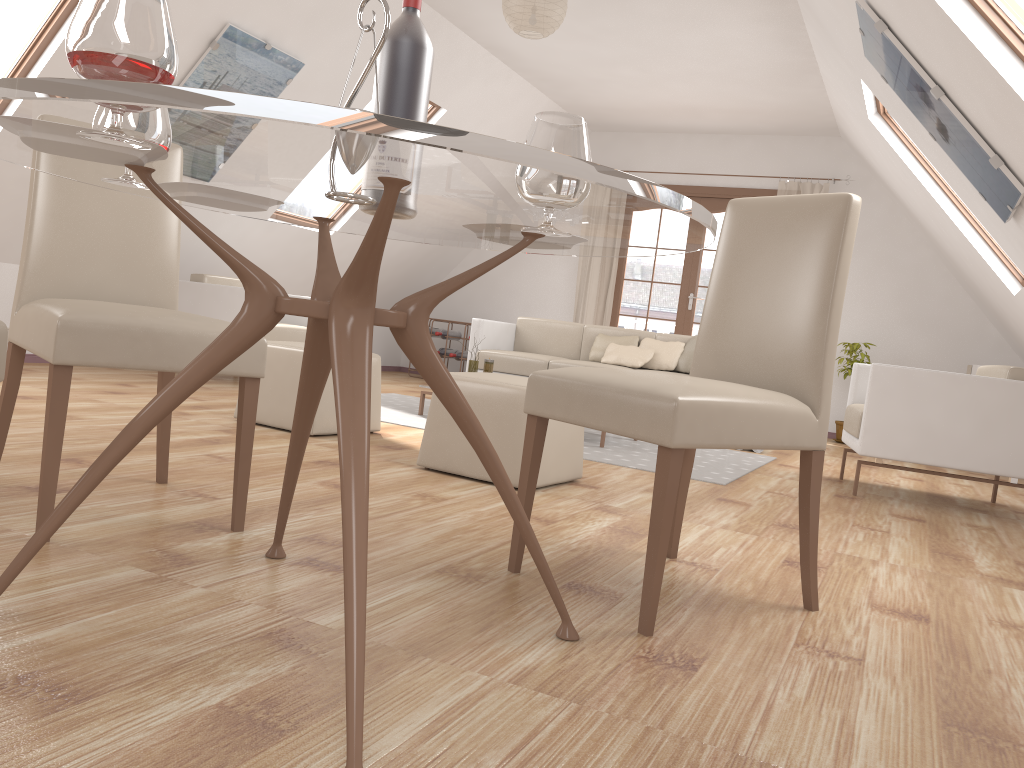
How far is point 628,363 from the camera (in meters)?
6.26

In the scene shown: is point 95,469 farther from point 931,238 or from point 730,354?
point 931,238

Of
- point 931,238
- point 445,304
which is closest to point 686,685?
point 931,238

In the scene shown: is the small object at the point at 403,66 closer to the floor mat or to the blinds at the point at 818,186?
the floor mat

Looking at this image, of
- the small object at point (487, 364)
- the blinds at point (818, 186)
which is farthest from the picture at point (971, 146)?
the blinds at point (818, 186)

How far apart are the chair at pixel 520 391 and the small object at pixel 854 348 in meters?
4.5

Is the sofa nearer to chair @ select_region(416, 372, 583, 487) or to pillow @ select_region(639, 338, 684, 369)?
pillow @ select_region(639, 338, 684, 369)

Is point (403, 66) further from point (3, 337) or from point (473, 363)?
point (473, 363)

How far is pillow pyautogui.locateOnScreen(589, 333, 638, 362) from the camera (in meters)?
6.55

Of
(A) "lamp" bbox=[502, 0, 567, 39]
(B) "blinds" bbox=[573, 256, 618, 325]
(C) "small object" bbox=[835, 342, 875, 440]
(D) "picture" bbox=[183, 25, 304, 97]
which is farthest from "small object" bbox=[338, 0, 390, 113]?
(B) "blinds" bbox=[573, 256, 618, 325]
